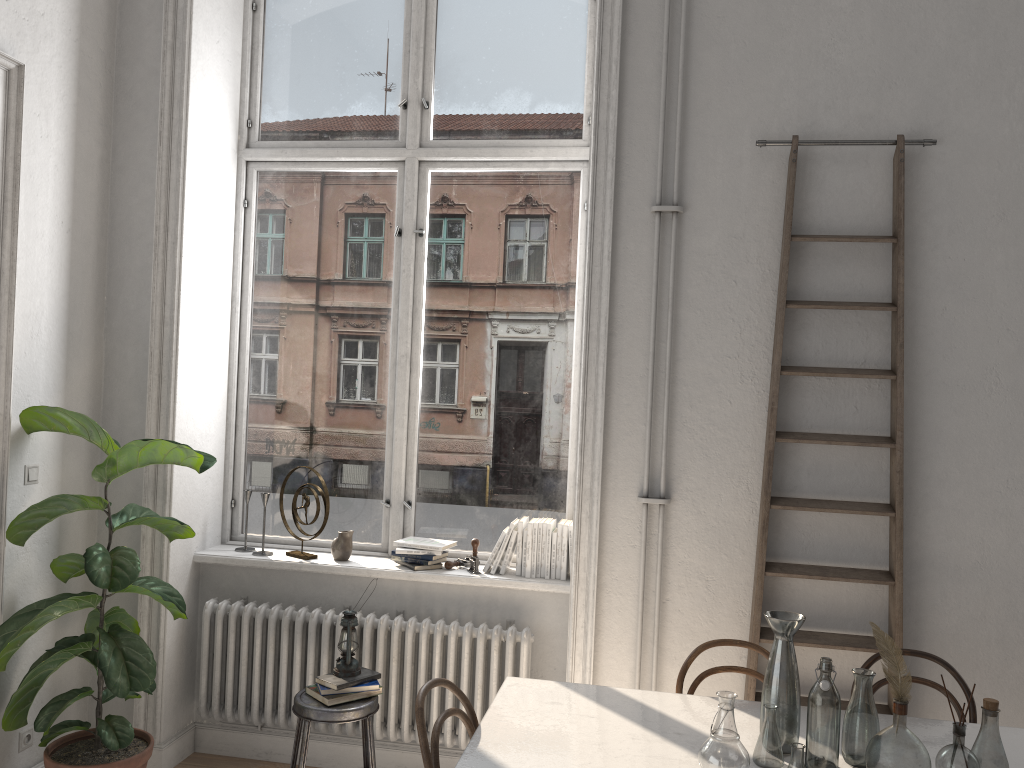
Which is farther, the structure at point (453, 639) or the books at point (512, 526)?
the books at point (512, 526)

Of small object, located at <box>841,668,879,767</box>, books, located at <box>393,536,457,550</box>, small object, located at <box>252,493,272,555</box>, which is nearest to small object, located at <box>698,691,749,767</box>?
small object, located at <box>841,668,879,767</box>

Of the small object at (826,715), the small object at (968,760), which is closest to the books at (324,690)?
the small object at (826,715)

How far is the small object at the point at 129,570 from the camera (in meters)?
3.27

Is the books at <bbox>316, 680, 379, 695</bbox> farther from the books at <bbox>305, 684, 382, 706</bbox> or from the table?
the table

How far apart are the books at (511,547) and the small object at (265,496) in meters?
1.2 m

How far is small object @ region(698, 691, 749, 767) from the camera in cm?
226

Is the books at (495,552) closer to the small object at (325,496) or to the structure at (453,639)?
the structure at (453,639)

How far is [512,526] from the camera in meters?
3.9

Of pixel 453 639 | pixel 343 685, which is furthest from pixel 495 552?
pixel 343 685
